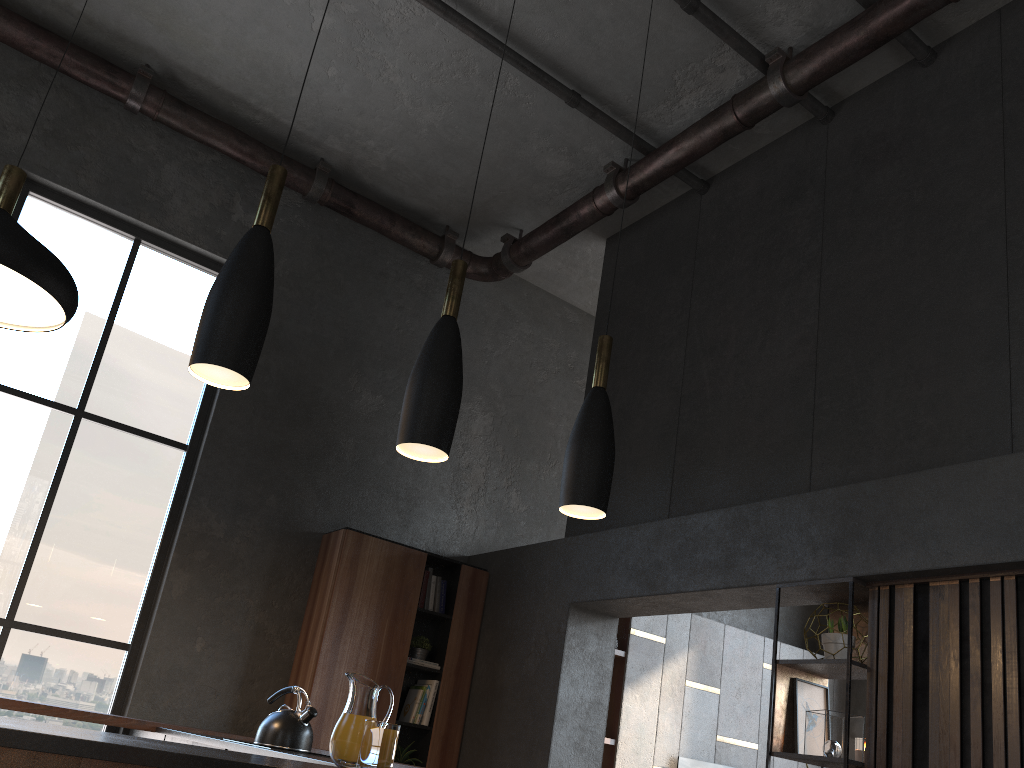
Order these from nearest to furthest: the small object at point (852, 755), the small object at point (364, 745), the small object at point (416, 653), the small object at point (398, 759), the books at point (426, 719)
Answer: the small object at point (364, 745)
the small object at point (852, 755)
the small object at point (398, 759)
the books at point (426, 719)
the small object at point (416, 653)

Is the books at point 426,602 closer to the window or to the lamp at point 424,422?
the window

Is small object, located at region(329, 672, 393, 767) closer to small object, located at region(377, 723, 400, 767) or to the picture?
small object, located at region(377, 723, 400, 767)

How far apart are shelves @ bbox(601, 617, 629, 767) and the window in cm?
339

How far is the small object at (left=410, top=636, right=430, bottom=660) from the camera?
5.96m

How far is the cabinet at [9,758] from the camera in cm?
155

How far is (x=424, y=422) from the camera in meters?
2.4

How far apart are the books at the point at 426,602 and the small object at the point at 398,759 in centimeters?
93cm

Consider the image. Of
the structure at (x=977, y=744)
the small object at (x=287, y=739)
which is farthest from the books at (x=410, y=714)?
the structure at (x=977, y=744)

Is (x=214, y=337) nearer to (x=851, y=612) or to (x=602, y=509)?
(x=602, y=509)
